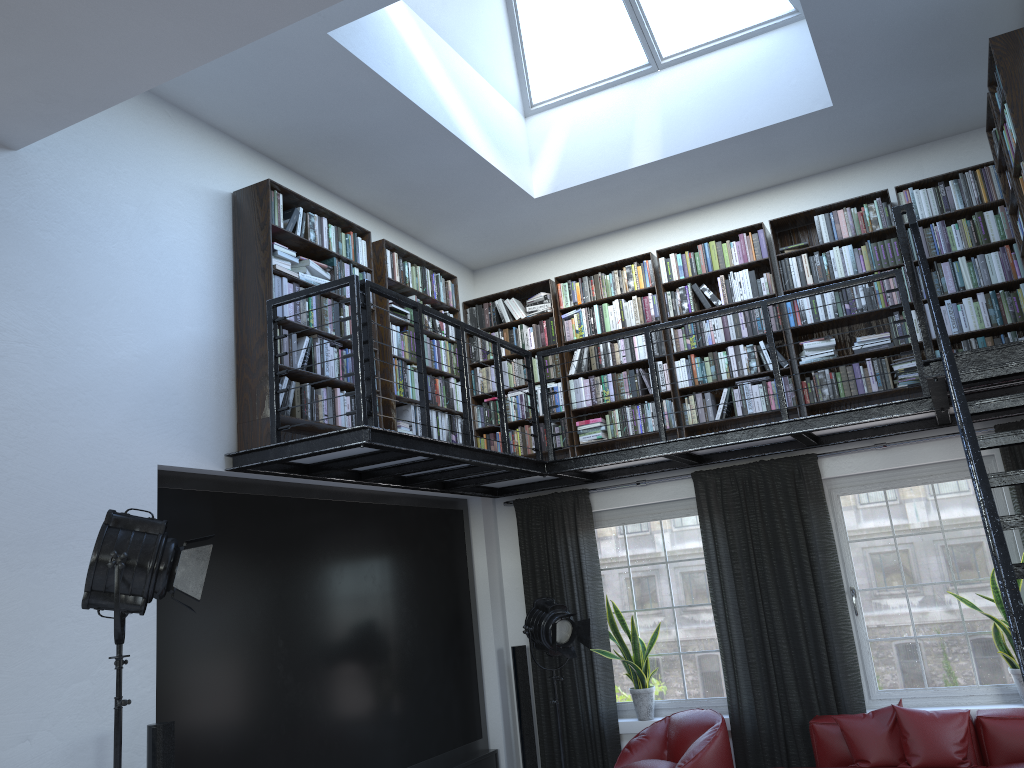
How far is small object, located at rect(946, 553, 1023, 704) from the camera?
5.7 meters

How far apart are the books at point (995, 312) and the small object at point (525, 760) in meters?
1.9

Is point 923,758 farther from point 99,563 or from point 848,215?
point 99,563

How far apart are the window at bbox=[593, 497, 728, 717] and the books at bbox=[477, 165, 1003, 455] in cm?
70

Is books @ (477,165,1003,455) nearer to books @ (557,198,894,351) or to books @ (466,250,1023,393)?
books @ (466,250,1023,393)

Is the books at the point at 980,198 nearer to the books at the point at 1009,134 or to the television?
the television

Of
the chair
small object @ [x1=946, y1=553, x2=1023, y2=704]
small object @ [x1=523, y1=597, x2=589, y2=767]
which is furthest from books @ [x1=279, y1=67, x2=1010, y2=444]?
small object @ [x1=946, y1=553, x2=1023, y2=704]

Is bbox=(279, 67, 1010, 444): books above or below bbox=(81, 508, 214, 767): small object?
above

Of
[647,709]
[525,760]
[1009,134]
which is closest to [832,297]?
[1009,134]

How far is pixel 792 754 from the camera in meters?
6.2
